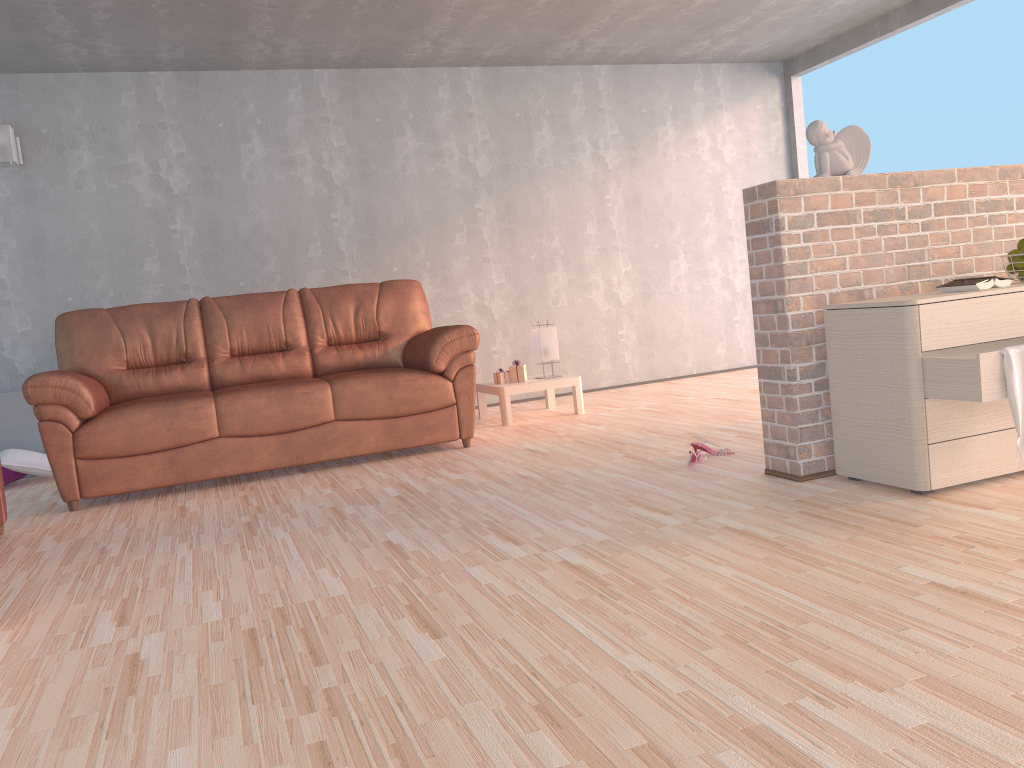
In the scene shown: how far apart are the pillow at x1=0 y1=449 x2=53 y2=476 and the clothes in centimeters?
489cm

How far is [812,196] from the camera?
3.1m

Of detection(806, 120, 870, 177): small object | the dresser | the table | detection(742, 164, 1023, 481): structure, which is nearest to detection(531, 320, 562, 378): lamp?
the table

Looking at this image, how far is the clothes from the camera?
2.5m

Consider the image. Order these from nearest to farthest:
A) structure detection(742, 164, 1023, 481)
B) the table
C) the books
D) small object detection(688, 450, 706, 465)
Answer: the books, structure detection(742, 164, 1023, 481), small object detection(688, 450, 706, 465), the table

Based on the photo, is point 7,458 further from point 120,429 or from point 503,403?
point 503,403

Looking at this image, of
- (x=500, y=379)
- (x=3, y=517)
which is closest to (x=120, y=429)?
Result: (x=3, y=517)

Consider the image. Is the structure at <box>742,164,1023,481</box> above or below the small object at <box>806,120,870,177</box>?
below

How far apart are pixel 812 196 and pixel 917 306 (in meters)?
0.61

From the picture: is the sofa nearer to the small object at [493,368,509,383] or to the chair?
the chair
